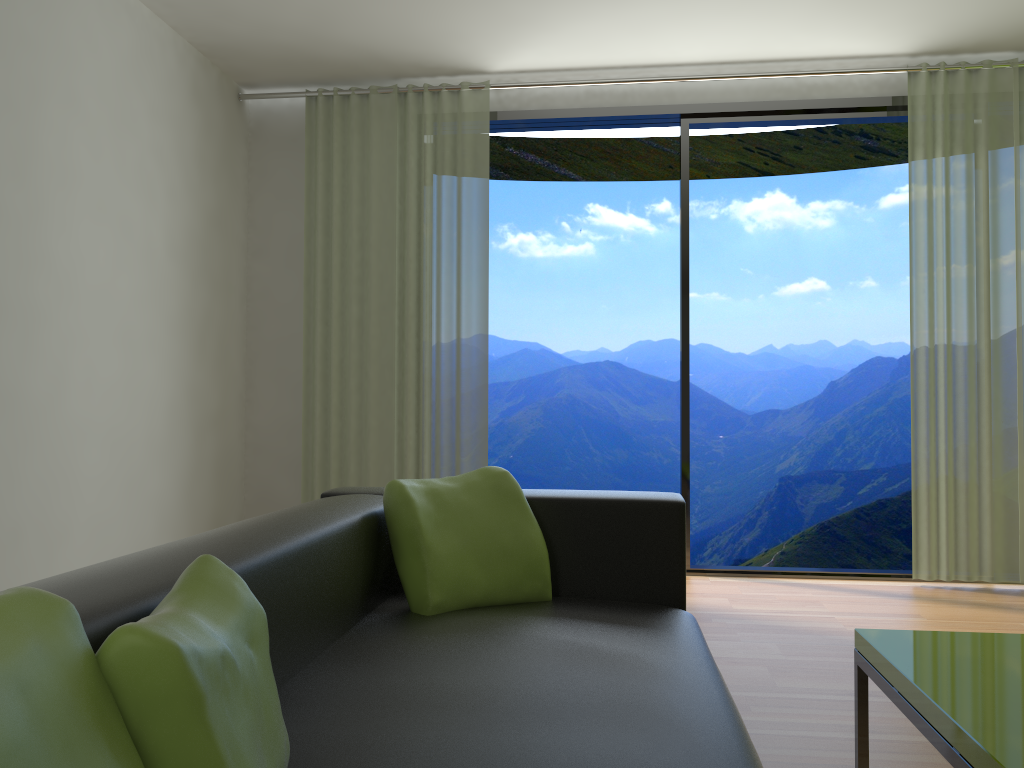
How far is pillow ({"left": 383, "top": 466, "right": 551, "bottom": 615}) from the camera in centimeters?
209cm

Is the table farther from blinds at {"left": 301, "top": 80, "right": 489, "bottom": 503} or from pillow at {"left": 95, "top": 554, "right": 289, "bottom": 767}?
blinds at {"left": 301, "top": 80, "right": 489, "bottom": 503}

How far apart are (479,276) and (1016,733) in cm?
359

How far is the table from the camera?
1.4 meters

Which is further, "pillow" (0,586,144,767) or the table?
the table

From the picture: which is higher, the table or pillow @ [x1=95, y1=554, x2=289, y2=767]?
pillow @ [x1=95, y1=554, x2=289, y2=767]

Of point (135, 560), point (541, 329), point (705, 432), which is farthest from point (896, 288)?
point (135, 560)

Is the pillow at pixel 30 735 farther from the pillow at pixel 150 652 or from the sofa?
the sofa

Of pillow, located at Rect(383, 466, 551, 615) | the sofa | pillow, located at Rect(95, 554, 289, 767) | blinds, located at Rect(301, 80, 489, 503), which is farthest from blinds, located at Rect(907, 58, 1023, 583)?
pillow, located at Rect(95, 554, 289, 767)

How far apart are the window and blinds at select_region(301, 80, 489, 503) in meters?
0.1
